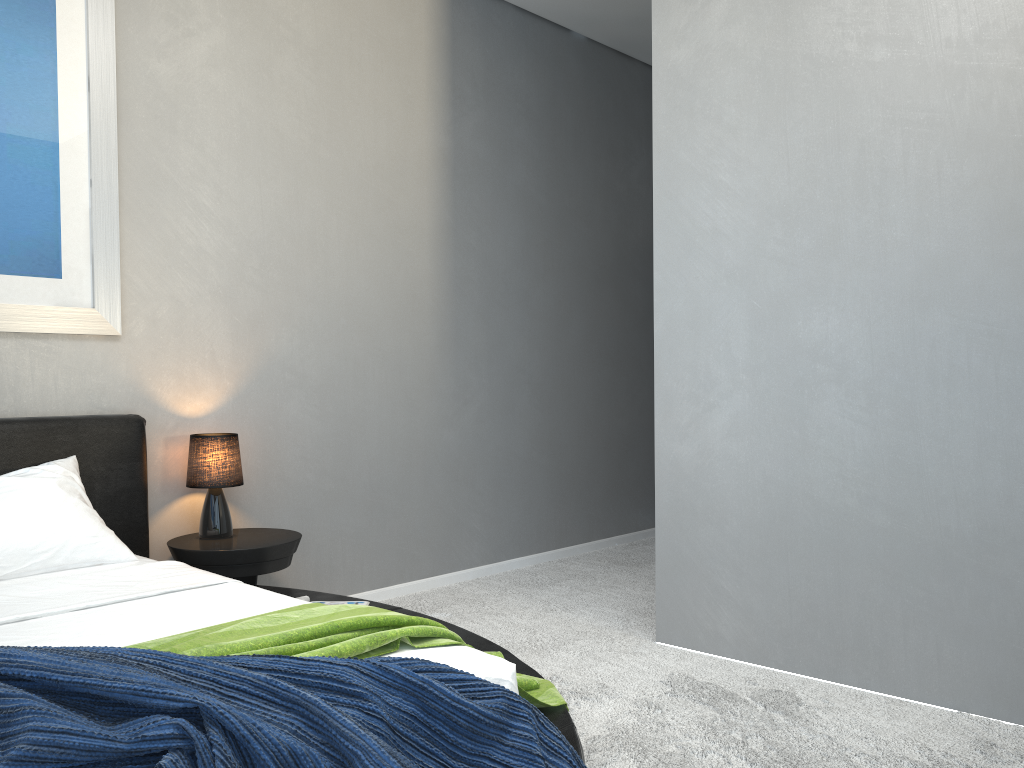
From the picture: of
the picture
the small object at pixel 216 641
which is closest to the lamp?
the picture

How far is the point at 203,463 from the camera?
3.4 meters

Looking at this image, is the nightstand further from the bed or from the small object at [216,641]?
the small object at [216,641]

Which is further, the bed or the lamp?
the lamp

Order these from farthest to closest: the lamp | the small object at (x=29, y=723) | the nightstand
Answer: the lamp < the nightstand < the small object at (x=29, y=723)

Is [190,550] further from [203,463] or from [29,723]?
[29,723]

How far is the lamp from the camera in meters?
3.4 m

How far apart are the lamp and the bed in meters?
0.2 m

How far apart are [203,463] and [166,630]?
1.42m

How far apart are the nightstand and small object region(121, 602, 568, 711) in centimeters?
109cm
